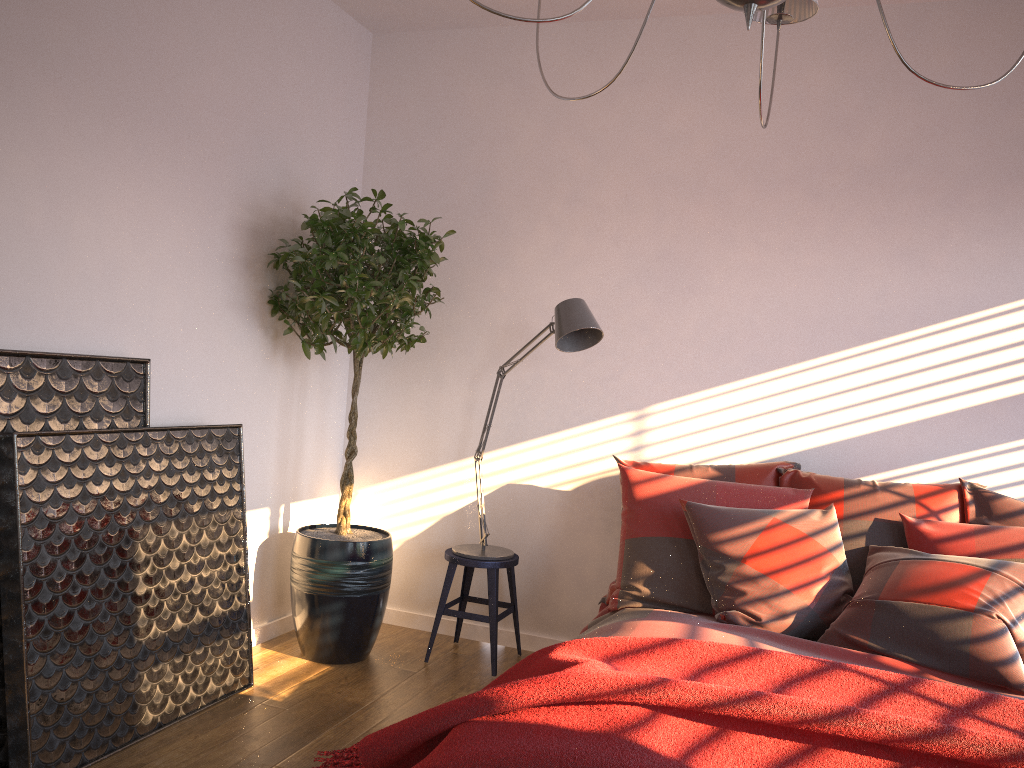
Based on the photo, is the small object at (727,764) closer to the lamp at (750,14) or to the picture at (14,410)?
the picture at (14,410)

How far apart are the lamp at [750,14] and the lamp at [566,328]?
1.5m

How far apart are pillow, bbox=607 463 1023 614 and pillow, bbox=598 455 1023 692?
0.0m

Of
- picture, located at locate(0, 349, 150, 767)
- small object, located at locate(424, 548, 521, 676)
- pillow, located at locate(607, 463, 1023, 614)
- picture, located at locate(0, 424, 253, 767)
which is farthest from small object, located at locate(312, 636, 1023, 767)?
small object, located at locate(424, 548, 521, 676)

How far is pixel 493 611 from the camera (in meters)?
3.77

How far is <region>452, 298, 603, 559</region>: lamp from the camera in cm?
340

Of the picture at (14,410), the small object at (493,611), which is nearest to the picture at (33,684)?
the picture at (14,410)

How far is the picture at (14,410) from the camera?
2.6 meters

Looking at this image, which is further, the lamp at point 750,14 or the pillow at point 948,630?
the pillow at point 948,630

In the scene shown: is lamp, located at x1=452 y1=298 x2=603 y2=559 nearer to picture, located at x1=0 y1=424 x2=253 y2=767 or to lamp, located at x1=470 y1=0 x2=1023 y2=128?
picture, located at x1=0 y1=424 x2=253 y2=767
